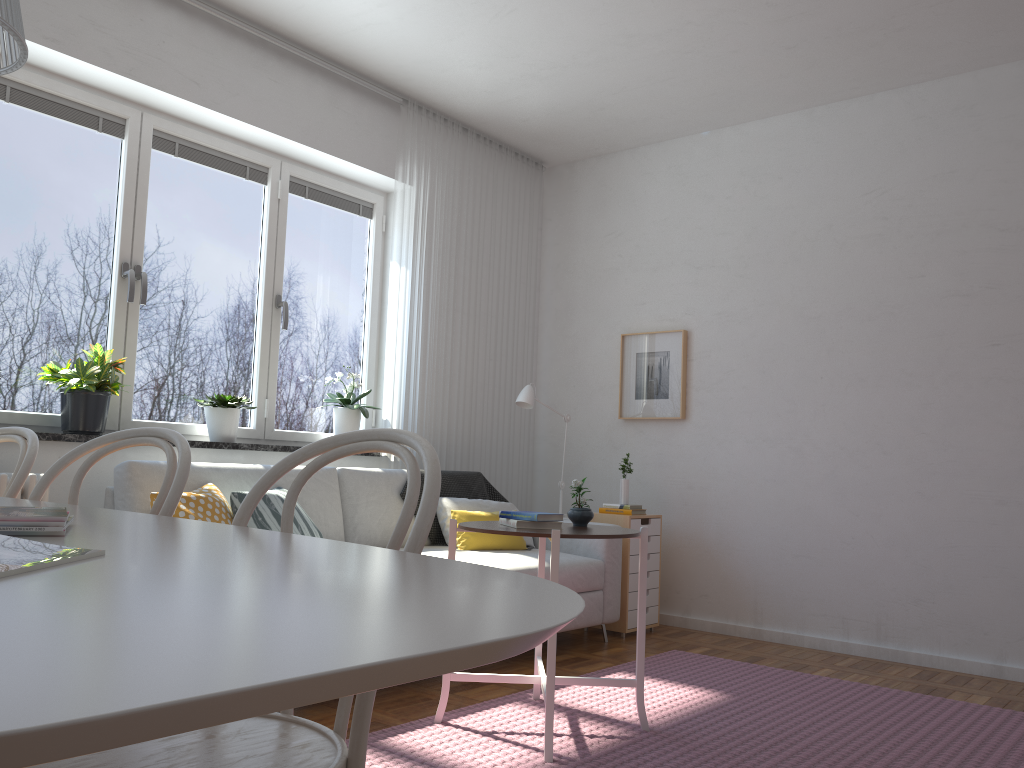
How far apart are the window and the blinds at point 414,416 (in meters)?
0.27

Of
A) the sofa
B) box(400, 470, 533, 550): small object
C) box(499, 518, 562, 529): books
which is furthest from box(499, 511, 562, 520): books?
box(400, 470, 533, 550): small object

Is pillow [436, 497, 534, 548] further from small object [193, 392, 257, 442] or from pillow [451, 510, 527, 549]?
small object [193, 392, 257, 442]

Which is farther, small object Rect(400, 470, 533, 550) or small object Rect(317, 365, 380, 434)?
small object Rect(317, 365, 380, 434)

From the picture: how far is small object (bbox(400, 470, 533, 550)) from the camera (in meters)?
4.53

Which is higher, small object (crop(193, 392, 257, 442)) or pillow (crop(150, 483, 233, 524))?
small object (crop(193, 392, 257, 442))

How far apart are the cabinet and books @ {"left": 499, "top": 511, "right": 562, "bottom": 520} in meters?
1.8

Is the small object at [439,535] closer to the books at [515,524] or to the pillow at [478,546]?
the pillow at [478,546]

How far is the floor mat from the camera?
2.68m

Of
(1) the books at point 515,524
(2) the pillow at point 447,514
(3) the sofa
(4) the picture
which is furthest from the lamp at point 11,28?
(4) the picture
